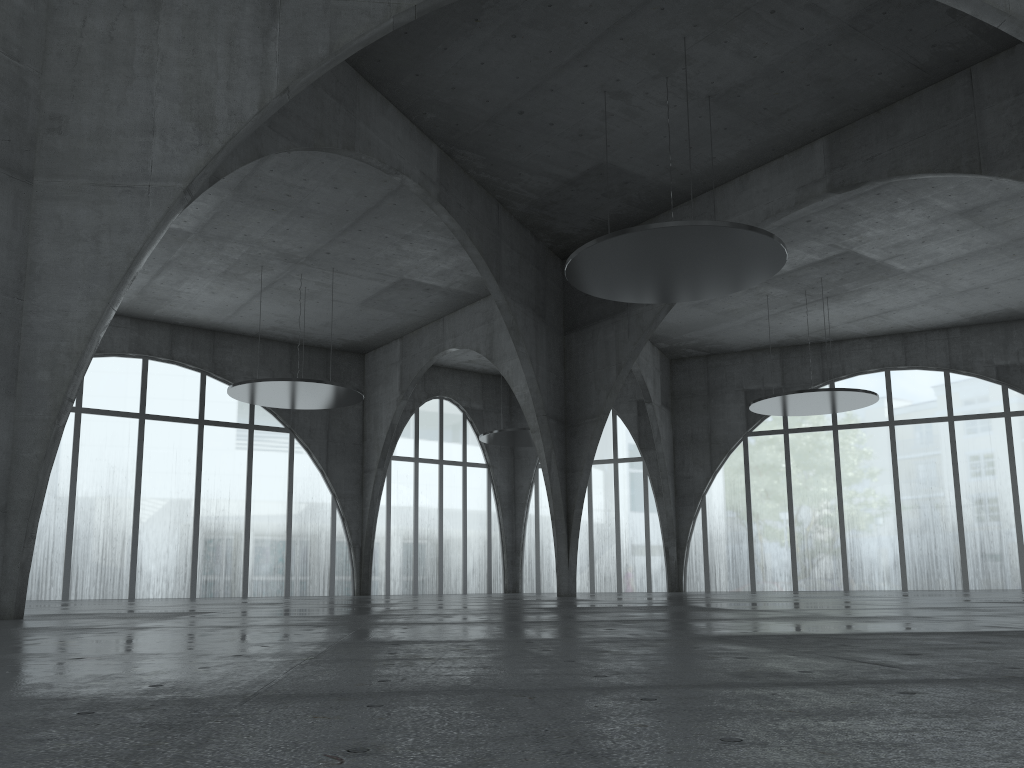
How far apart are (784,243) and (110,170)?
27.3m

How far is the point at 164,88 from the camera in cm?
2694
